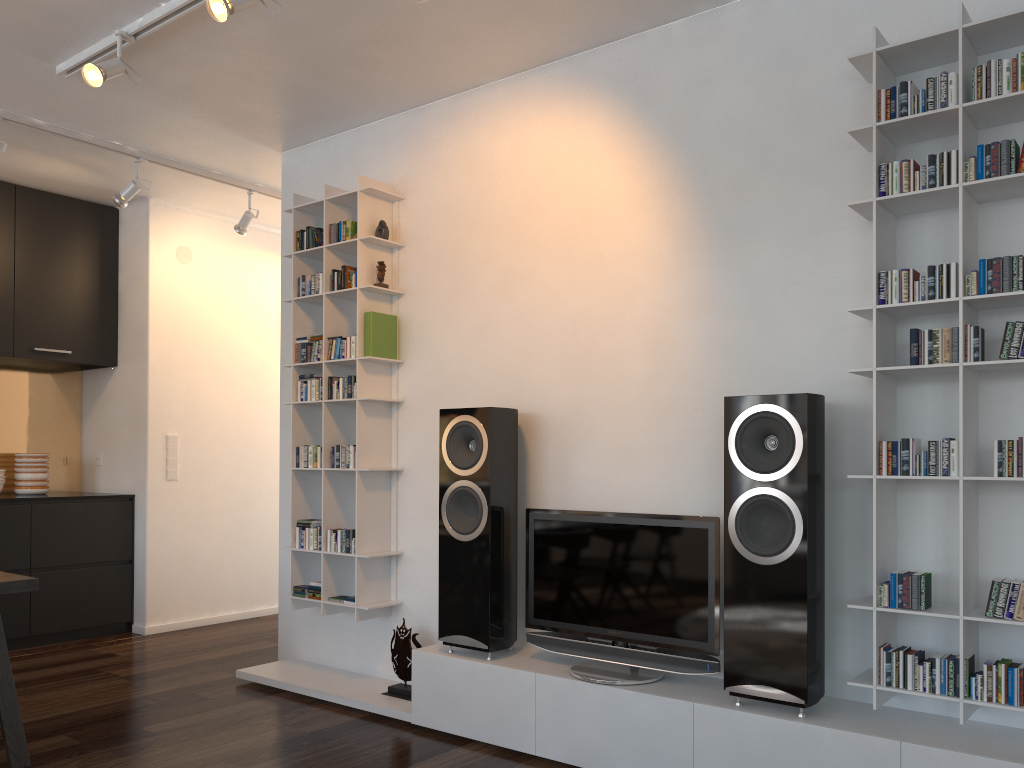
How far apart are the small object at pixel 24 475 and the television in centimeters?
373cm

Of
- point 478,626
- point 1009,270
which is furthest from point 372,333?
point 1009,270

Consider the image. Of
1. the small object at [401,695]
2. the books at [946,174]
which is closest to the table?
the small object at [401,695]

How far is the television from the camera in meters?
3.0

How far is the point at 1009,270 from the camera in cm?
250

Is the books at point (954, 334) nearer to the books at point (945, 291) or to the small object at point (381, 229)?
the books at point (945, 291)

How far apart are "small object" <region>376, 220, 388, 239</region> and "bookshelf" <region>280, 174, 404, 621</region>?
0.03m

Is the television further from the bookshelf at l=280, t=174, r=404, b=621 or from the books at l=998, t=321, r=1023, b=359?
the books at l=998, t=321, r=1023, b=359

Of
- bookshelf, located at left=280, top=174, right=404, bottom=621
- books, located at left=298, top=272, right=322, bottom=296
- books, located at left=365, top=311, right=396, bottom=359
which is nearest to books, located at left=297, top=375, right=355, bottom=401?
bookshelf, located at left=280, top=174, right=404, bottom=621

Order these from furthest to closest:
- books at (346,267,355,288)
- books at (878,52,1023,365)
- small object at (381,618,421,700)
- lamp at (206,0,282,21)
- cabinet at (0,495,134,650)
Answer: cabinet at (0,495,134,650)
books at (346,267,355,288)
small object at (381,618,421,700)
lamp at (206,0,282,21)
books at (878,52,1023,365)
